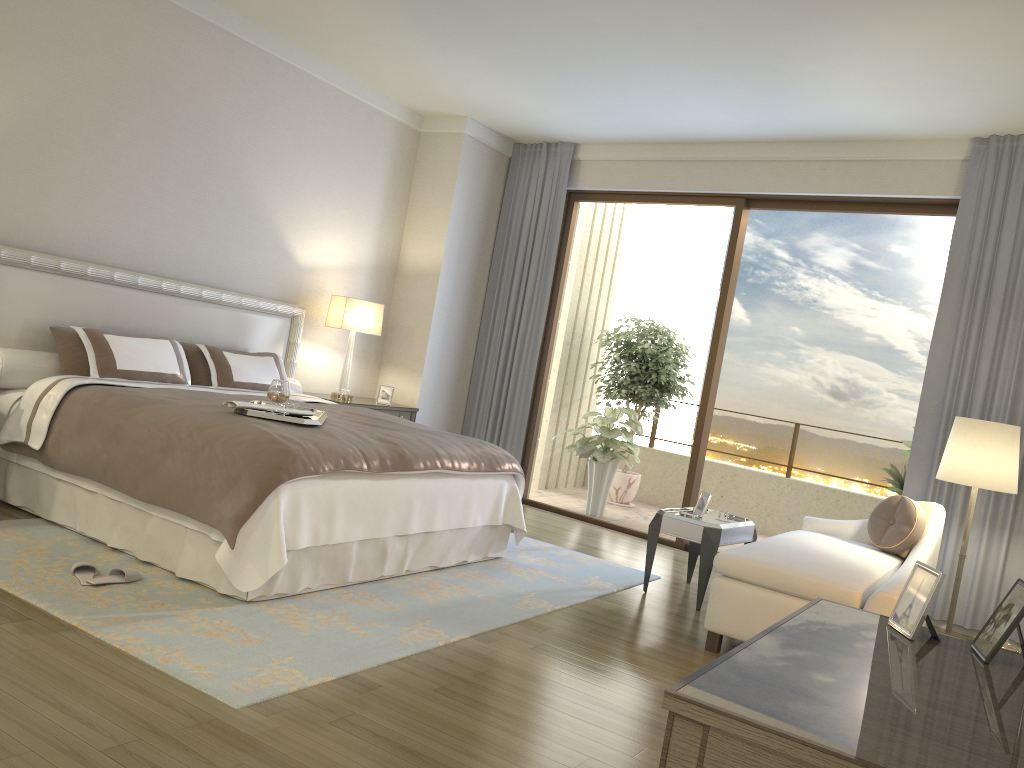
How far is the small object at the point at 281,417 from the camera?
4.02m

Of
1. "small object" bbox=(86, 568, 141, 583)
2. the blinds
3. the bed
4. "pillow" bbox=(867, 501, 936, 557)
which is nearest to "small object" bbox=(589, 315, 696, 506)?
the blinds

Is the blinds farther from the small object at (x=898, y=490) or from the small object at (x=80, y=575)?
the small object at (x=80, y=575)

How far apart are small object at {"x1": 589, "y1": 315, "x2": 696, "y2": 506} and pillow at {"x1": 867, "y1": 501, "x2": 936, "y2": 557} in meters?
3.7

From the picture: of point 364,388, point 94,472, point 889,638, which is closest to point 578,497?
point 364,388

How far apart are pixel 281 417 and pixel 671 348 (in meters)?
5.32

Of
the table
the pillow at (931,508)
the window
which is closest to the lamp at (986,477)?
the pillow at (931,508)

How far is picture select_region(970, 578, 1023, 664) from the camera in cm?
180

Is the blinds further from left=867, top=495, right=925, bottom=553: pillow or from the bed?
the bed

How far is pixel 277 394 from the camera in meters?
4.4
